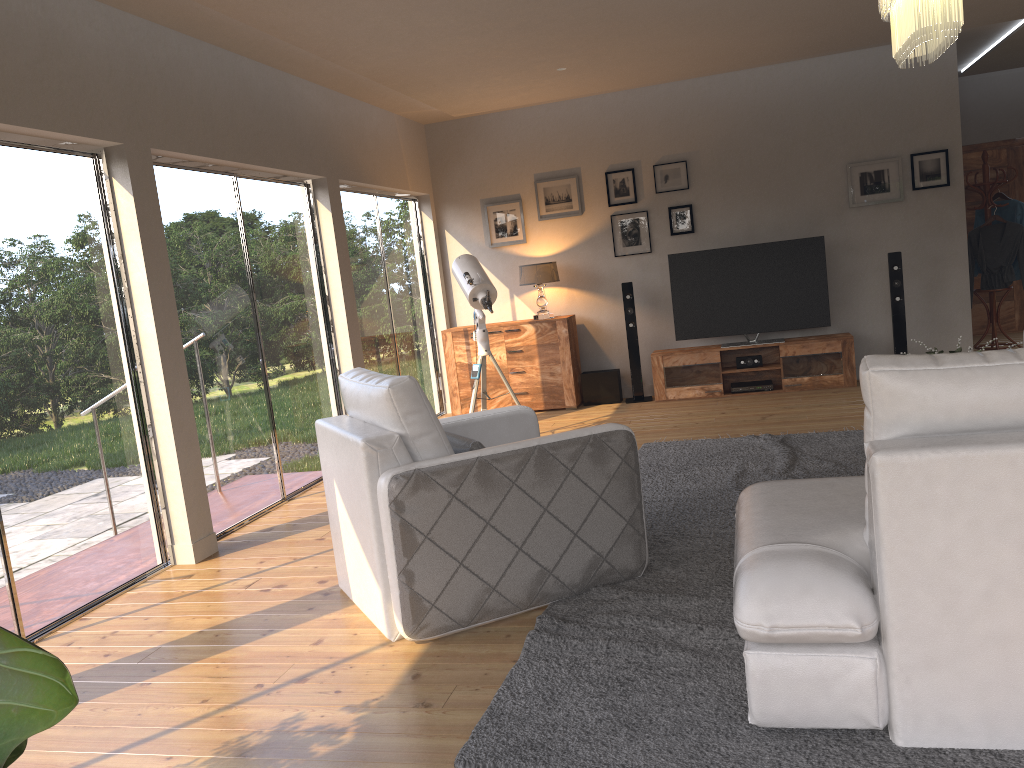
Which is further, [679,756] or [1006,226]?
[1006,226]

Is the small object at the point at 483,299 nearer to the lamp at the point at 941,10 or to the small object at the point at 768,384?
the small object at the point at 768,384

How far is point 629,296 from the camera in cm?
800

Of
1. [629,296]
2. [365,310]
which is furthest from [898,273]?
[365,310]

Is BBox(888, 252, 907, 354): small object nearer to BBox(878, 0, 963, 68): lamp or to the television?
the television

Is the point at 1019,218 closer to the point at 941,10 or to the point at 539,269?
the point at 539,269

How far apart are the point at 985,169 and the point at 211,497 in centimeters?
715cm

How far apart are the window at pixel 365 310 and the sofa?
4.6 meters

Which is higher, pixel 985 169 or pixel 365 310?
pixel 985 169

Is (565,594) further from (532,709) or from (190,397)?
(190,397)
